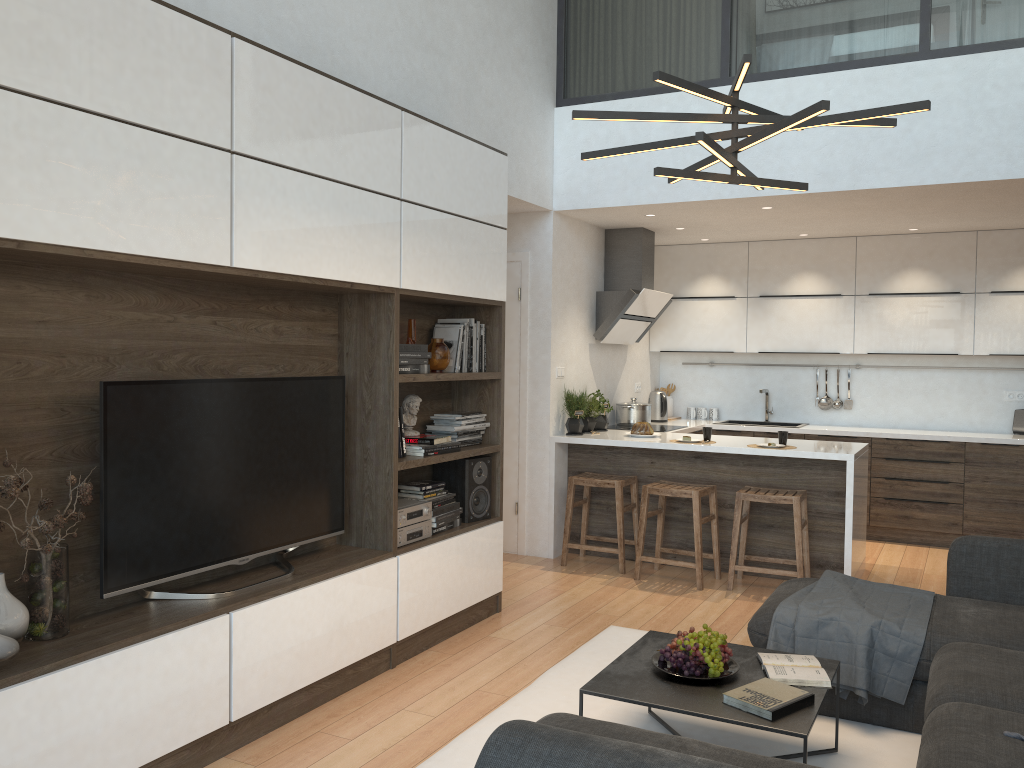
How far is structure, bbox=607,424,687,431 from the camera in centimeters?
685cm

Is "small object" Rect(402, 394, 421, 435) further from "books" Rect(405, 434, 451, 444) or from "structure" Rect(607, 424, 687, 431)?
"structure" Rect(607, 424, 687, 431)

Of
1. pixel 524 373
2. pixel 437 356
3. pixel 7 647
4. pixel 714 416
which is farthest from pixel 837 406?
pixel 7 647

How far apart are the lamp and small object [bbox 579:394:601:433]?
3.1m

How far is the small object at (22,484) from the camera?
2.5m

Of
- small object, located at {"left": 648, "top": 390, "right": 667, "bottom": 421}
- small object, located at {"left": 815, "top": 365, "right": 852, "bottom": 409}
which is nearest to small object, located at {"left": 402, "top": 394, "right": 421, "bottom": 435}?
small object, located at {"left": 648, "top": 390, "right": 667, "bottom": 421}

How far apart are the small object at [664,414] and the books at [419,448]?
3.5m

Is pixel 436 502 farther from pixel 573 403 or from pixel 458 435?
pixel 573 403

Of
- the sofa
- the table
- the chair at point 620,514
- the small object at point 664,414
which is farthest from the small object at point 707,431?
the table

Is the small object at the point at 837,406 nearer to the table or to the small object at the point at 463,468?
the small object at the point at 463,468
